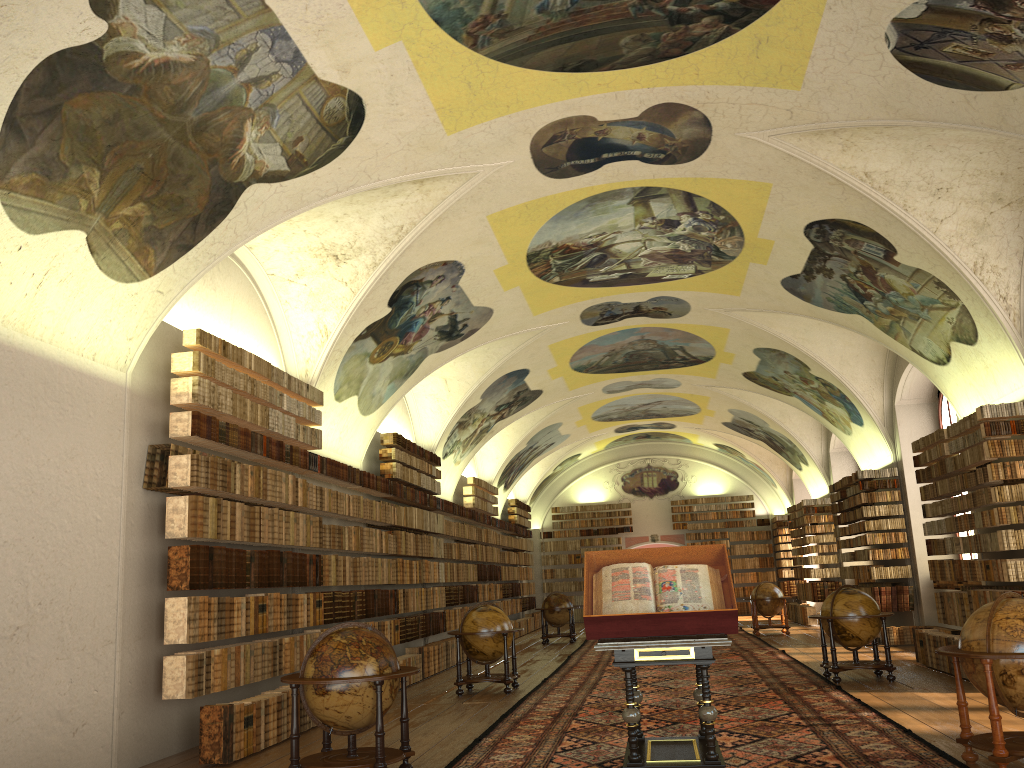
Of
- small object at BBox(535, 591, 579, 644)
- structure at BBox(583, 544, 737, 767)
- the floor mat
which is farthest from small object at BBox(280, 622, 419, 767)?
small object at BBox(535, 591, 579, 644)

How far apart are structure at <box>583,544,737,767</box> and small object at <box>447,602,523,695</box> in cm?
588

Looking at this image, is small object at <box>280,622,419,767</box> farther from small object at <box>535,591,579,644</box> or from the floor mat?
small object at <box>535,591,579,644</box>

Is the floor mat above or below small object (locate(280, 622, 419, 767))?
below

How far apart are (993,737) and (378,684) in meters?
5.0 m

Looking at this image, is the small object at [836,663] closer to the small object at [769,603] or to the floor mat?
the floor mat

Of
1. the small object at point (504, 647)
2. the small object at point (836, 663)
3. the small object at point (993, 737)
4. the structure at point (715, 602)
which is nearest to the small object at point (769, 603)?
the small object at point (836, 663)

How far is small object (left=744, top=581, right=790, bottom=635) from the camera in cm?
2397

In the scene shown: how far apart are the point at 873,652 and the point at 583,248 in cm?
820

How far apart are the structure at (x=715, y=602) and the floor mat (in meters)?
0.26
